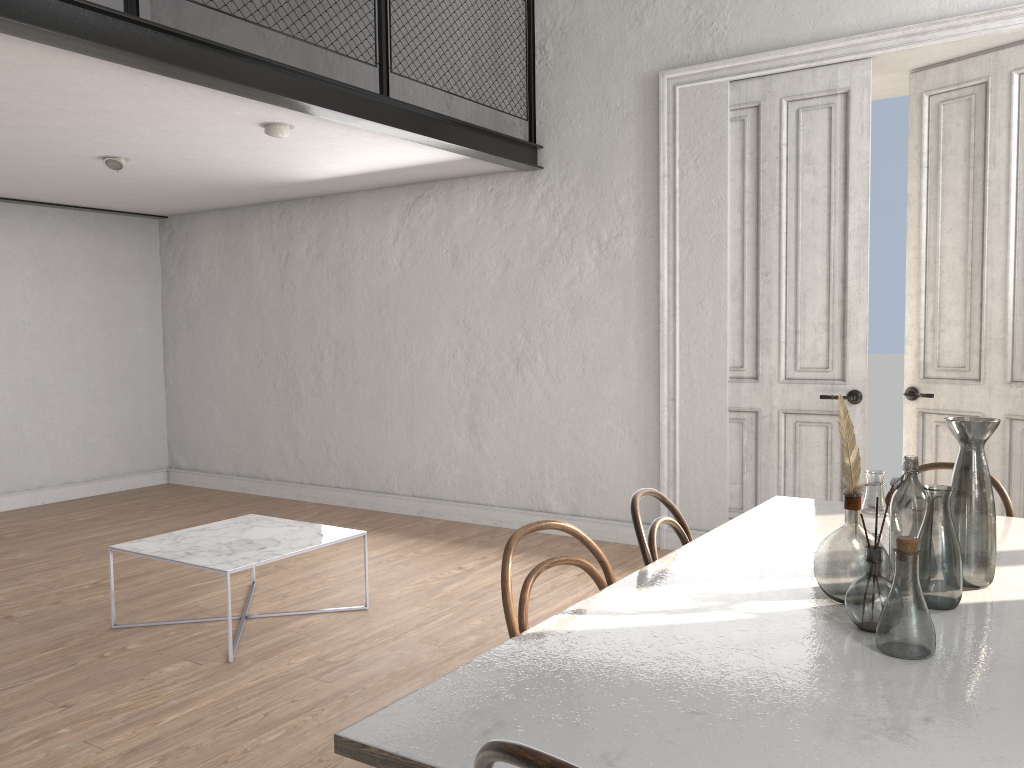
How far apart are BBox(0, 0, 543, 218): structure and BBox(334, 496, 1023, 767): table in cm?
274

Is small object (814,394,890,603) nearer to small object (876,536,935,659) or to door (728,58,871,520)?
small object (876,536,935,659)

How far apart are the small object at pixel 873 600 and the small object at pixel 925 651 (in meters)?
0.08

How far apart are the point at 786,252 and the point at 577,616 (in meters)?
3.77

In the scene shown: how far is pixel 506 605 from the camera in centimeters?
194cm

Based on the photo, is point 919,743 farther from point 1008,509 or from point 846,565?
point 1008,509

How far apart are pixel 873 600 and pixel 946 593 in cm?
25

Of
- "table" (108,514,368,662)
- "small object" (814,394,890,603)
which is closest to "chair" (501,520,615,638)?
"small object" (814,394,890,603)

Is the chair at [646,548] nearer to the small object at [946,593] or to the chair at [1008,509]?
the small object at [946,593]

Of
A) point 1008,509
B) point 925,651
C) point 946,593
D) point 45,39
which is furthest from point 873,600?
point 45,39
